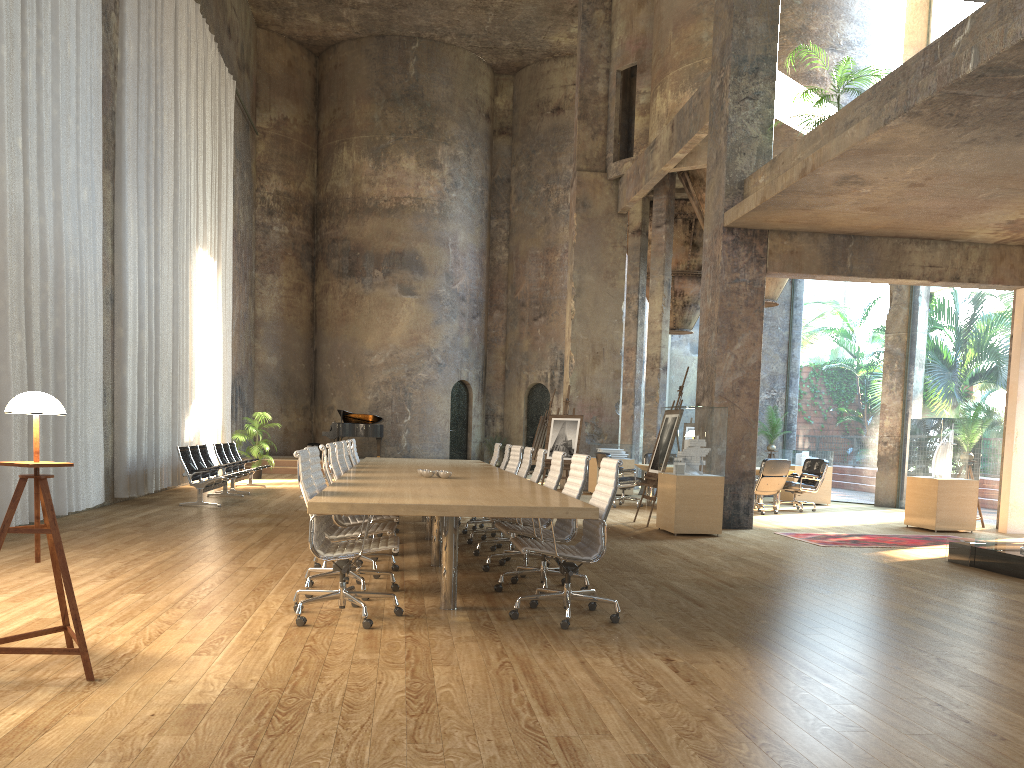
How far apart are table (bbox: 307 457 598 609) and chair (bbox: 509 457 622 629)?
0.2 meters

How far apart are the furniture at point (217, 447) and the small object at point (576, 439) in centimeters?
550cm

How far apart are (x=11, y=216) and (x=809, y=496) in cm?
1335

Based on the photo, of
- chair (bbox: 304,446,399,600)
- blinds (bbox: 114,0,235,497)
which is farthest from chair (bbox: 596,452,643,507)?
chair (bbox: 304,446,399,600)

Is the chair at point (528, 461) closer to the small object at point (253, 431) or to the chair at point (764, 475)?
the chair at point (764, 475)

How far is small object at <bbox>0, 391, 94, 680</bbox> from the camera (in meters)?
3.86

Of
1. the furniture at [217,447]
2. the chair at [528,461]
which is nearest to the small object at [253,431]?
the furniture at [217,447]

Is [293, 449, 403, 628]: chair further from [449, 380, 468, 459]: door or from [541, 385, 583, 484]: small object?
[449, 380, 468, 459]: door

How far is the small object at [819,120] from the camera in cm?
1076

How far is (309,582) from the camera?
5.9m
